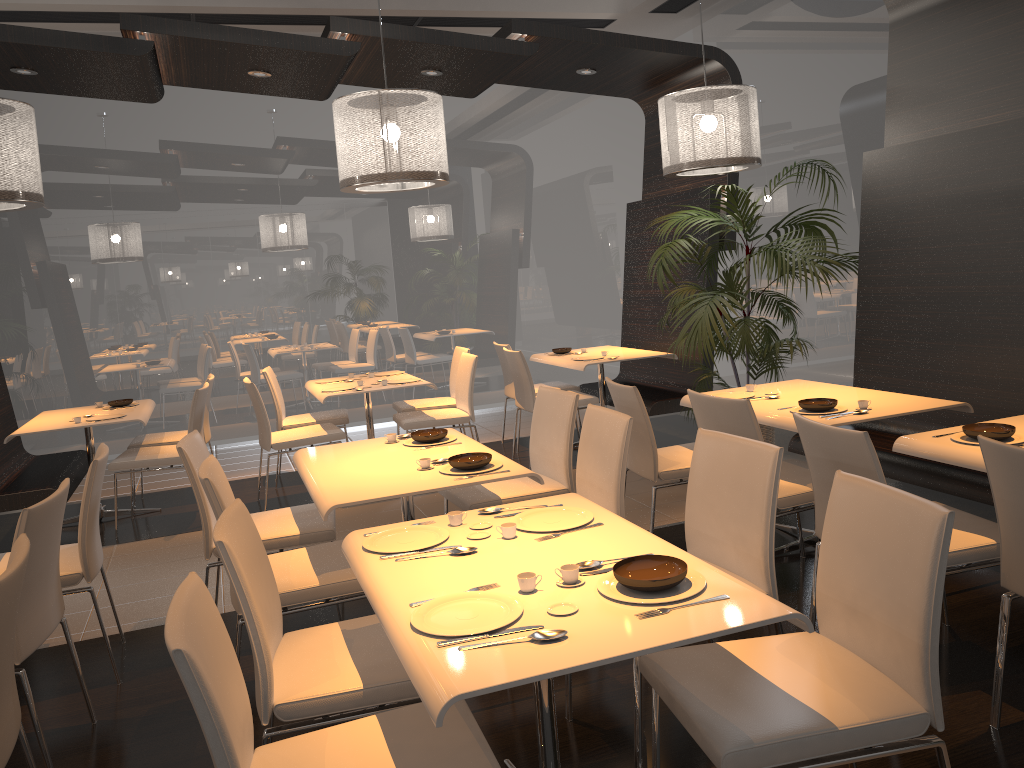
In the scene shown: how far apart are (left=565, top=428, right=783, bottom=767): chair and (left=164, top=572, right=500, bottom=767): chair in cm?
60

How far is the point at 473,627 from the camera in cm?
187

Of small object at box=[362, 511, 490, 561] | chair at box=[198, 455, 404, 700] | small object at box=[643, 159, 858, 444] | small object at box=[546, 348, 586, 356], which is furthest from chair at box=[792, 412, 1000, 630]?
small object at box=[546, 348, 586, 356]

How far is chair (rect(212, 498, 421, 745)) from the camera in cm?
219

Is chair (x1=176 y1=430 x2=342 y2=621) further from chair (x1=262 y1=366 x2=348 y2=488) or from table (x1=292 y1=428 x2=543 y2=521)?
chair (x1=262 y1=366 x2=348 y2=488)

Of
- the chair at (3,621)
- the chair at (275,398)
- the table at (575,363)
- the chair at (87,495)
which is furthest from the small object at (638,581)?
the chair at (275,398)

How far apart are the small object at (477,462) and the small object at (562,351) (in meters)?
3.97

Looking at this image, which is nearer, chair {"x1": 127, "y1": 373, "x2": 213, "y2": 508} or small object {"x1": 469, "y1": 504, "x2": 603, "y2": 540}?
small object {"x1": 469, "y1": 504, "x2": 603, "y2": 540}

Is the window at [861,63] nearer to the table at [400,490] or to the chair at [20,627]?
the table at [400,490]

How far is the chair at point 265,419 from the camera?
5.8m
